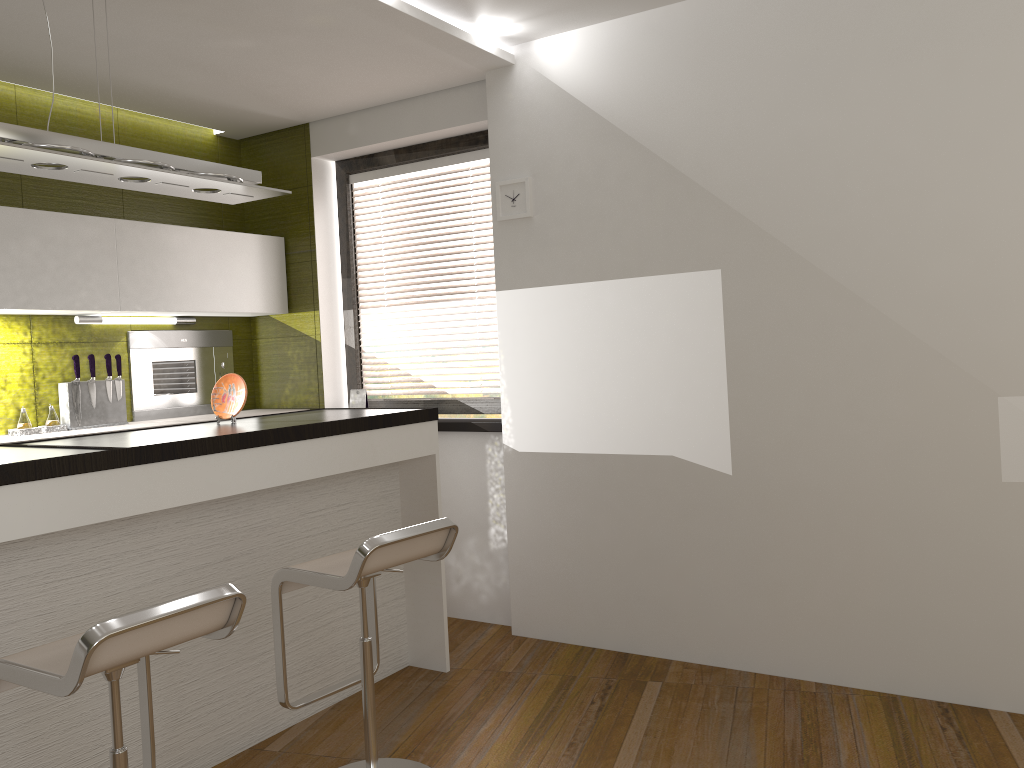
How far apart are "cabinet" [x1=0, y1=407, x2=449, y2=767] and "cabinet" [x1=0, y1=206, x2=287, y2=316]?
1.1m

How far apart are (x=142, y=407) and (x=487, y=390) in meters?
1.8

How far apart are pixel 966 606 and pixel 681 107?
2.2 meters

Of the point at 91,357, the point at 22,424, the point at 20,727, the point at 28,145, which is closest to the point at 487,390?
the point at 91,357

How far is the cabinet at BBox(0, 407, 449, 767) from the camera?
2.46m

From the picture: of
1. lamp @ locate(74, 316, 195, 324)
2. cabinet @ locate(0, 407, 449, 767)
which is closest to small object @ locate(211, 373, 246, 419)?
cabinet @ locate(0, 407, 449, 767)

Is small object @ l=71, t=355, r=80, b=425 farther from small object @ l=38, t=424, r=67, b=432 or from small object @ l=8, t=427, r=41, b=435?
small object @ l=8, t=427, r=41, b=435

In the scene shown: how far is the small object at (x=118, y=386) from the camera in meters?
4.3 m

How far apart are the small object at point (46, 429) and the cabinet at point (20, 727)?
1.1m

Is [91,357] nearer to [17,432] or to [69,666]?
[17,432]
